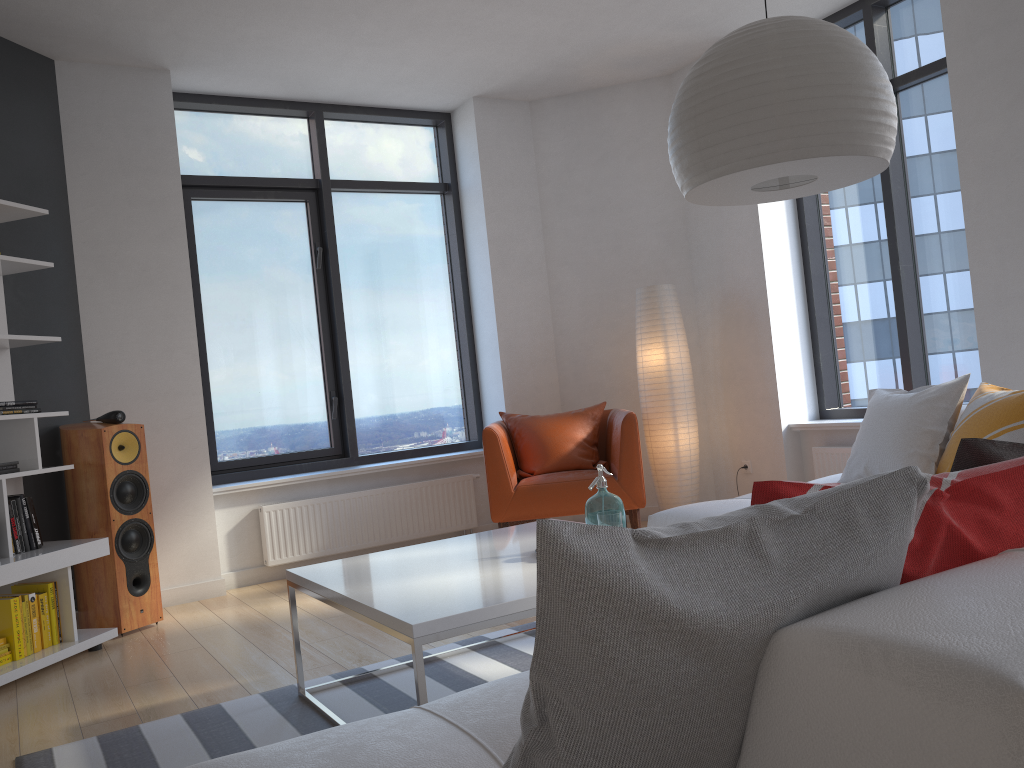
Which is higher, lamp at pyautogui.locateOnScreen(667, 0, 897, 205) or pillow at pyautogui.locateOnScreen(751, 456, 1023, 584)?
lamp at pyautogui.locateOnScreen(667, 0, 897, 205)

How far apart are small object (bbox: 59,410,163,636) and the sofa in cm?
249

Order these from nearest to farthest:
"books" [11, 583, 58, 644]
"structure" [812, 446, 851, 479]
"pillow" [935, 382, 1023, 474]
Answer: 1. "pillow" [935, 382, 1023, 474]
2. "books" [11, 583, 58, 644]
3. "structure" [812, 446, 851, 479]

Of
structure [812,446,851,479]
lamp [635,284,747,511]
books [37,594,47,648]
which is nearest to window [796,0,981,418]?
structure [812,446,851,479]

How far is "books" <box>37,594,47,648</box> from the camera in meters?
3.8

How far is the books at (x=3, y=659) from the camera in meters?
3.6 m

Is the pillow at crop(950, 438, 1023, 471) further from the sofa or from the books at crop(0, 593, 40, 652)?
the books at crop(0, 593, 40, 652)

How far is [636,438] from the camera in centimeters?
491cm

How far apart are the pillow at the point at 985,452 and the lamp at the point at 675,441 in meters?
4.2

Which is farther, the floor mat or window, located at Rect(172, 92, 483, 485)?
window, located at Rect(172, 92, 483, 485)
